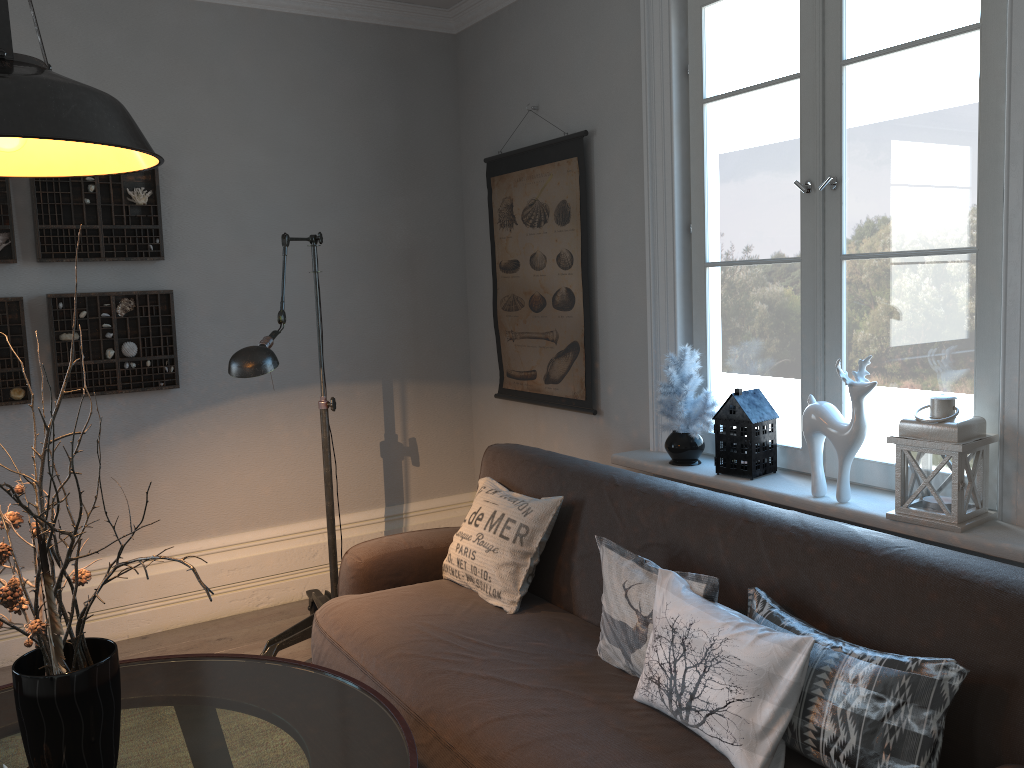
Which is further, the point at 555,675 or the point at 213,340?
the point at 213,340

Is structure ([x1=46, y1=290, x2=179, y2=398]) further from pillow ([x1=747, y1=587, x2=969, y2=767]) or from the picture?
pillow ([x1=747, y1=587, x2=969, y2=767])

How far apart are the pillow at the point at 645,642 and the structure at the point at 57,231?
2.32m

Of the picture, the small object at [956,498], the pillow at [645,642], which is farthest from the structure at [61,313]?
the small object at [956,498]

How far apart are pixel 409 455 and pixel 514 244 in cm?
118

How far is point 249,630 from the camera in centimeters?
376cm

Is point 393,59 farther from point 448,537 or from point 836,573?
point 836,573

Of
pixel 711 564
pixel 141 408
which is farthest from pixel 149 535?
pixel 711 564

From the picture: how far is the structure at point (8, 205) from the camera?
3.4 meters

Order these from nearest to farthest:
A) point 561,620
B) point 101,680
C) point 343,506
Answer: point 101,680 → point 561,620 → point 343,506
